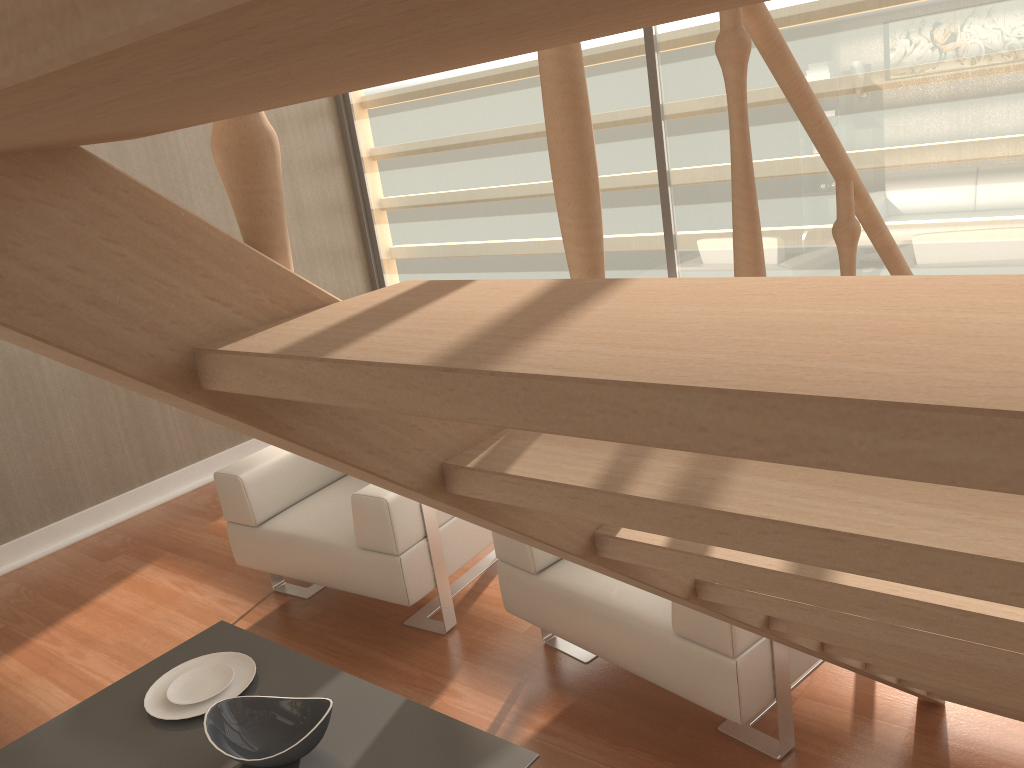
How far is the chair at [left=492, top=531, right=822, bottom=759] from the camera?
2.1 meters

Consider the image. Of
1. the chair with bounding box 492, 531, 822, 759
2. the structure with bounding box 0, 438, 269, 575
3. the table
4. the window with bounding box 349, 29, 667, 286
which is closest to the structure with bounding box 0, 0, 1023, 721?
the chair with bounding box 492, 531, 822, 759

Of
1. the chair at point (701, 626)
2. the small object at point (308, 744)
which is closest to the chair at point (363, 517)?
the chair at point (701, 626)

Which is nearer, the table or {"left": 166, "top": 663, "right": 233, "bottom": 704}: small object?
the table

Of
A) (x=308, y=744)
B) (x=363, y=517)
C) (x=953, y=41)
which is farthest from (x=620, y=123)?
(x=308, y=744)

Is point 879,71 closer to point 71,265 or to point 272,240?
point 272,240

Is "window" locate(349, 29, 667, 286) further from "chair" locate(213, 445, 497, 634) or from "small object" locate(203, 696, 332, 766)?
"small object" locate(203, 696, 332, 766)

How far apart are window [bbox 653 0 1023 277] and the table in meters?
2.6

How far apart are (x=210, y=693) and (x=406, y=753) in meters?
0.7 m

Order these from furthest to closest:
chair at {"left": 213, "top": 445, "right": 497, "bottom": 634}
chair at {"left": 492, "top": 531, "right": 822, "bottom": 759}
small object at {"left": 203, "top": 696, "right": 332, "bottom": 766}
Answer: chair at {"left": 213, "top": 445, "right": 497, "bottom": 634}, chair at {"left": 492, "top": 531, "right": 822, "bottom": 759}, small object at {"left": 203, "top": 696, "right": 332, "bottom": 766}
